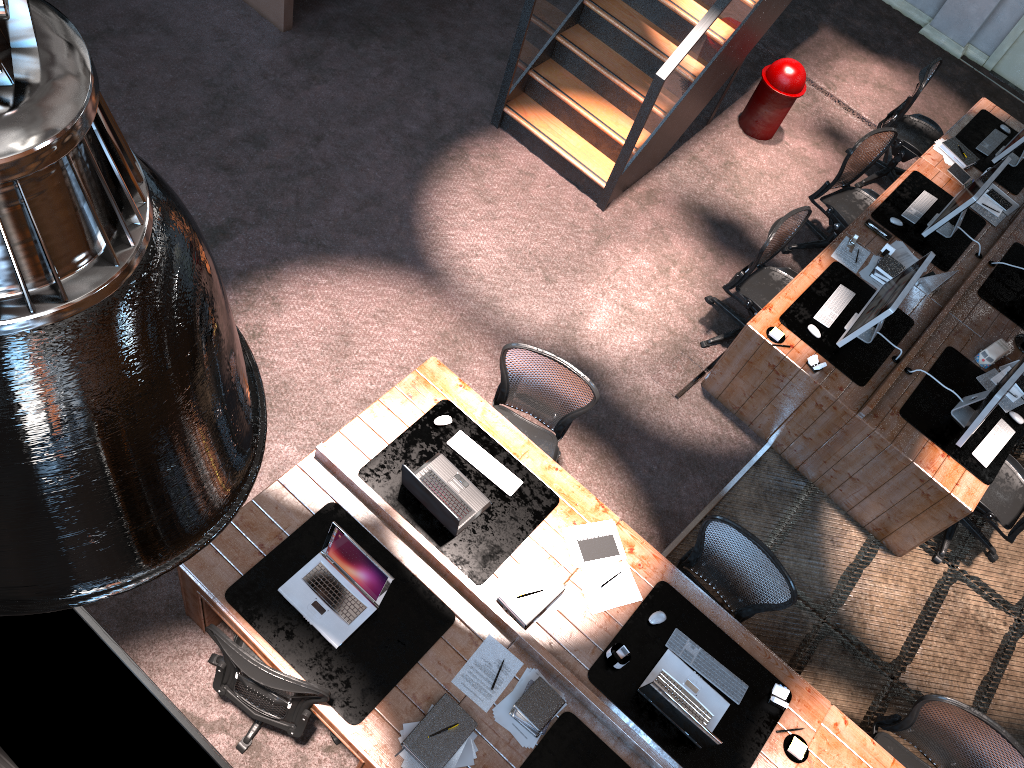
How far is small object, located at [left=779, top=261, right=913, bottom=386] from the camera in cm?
571

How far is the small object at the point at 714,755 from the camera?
4.1 meters

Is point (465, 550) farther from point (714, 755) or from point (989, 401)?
point (989, 401)

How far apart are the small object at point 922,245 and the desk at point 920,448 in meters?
0.0 m

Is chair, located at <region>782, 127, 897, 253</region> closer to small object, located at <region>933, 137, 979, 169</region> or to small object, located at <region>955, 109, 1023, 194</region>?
small object, located at <region>933, 137, 979, 169</region>

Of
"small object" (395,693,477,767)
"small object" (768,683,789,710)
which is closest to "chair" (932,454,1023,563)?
"small object" (768,683,789,710)

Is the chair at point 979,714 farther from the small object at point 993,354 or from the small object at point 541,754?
the small object at point 993,354

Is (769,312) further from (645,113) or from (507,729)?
(507,729)

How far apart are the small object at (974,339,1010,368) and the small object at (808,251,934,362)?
0.65m

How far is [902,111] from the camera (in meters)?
7.52
